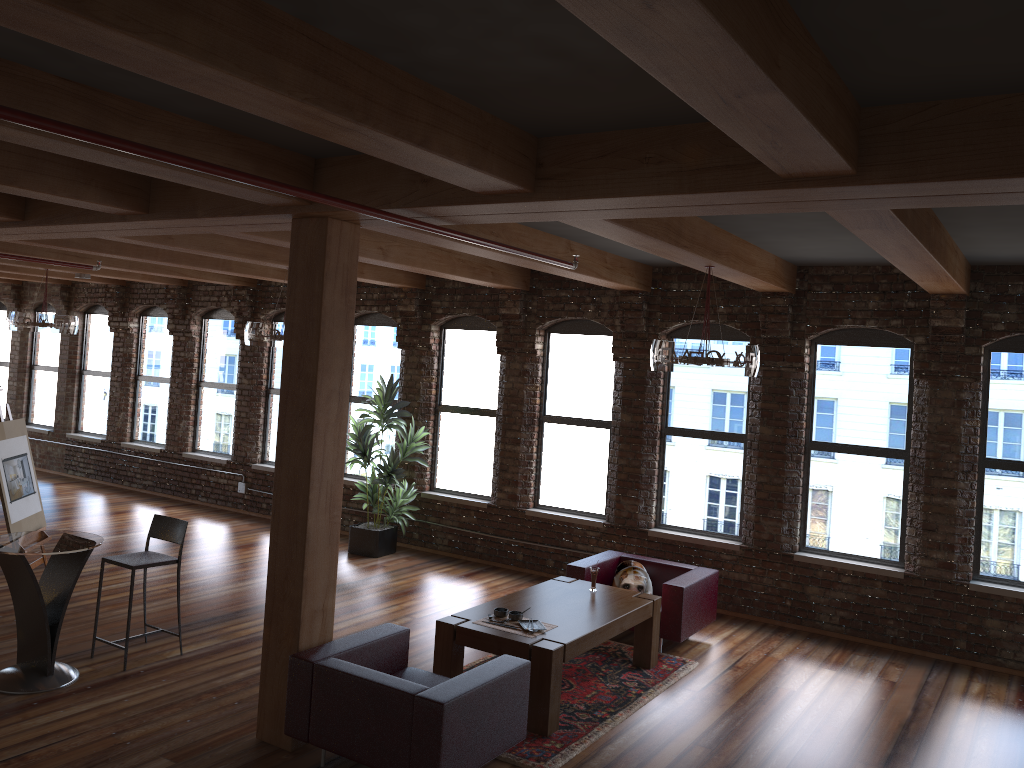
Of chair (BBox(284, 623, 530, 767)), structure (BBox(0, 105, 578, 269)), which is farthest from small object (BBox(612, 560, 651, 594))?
structure (BBox(0, 105, 578, 269))

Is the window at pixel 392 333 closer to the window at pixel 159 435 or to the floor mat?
the window at pixel 159 435

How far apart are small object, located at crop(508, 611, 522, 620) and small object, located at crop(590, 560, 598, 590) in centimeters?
114cm

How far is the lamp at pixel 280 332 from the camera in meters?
8.6

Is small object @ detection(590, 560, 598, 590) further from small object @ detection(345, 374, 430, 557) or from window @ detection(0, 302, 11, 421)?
window @ detection(0, 302, 11, 421)

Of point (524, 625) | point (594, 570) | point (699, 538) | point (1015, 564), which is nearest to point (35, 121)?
point (524, 625)

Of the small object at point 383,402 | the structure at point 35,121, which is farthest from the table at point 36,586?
the small object at point 383,402

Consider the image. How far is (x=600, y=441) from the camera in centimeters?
964cm

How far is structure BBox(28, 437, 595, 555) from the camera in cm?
1223

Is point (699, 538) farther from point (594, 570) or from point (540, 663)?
point (540, 663)
